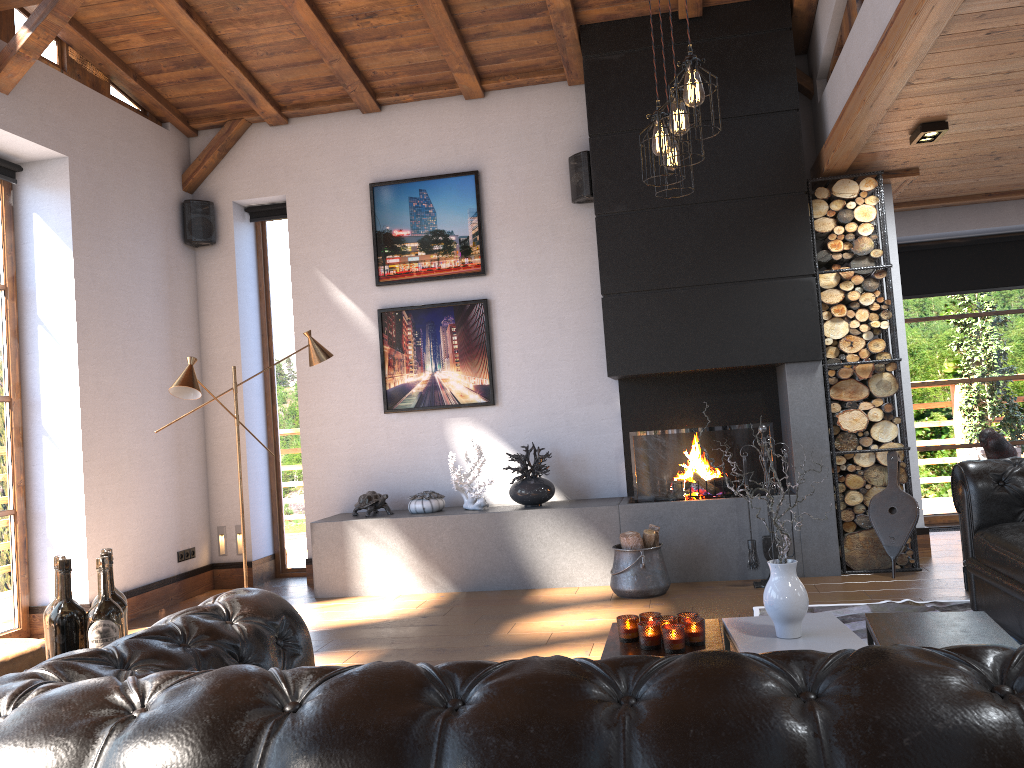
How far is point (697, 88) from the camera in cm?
333

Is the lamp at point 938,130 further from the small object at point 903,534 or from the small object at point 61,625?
the small object at point 61,625

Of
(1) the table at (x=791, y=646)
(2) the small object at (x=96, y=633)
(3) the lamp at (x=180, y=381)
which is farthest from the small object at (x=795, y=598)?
(3) the lamp at (x=180, y=381)

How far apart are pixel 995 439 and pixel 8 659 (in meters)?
4.76

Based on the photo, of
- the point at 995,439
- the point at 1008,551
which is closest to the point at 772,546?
the point at 995,439

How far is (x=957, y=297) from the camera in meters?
7.6

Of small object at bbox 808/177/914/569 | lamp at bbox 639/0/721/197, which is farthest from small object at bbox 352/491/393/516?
lamp at bbox 639/0/721/197

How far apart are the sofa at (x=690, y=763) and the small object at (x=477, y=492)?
4.1m

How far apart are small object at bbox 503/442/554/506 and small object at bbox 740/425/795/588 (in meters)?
1.42

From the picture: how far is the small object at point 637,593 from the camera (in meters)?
5.46
